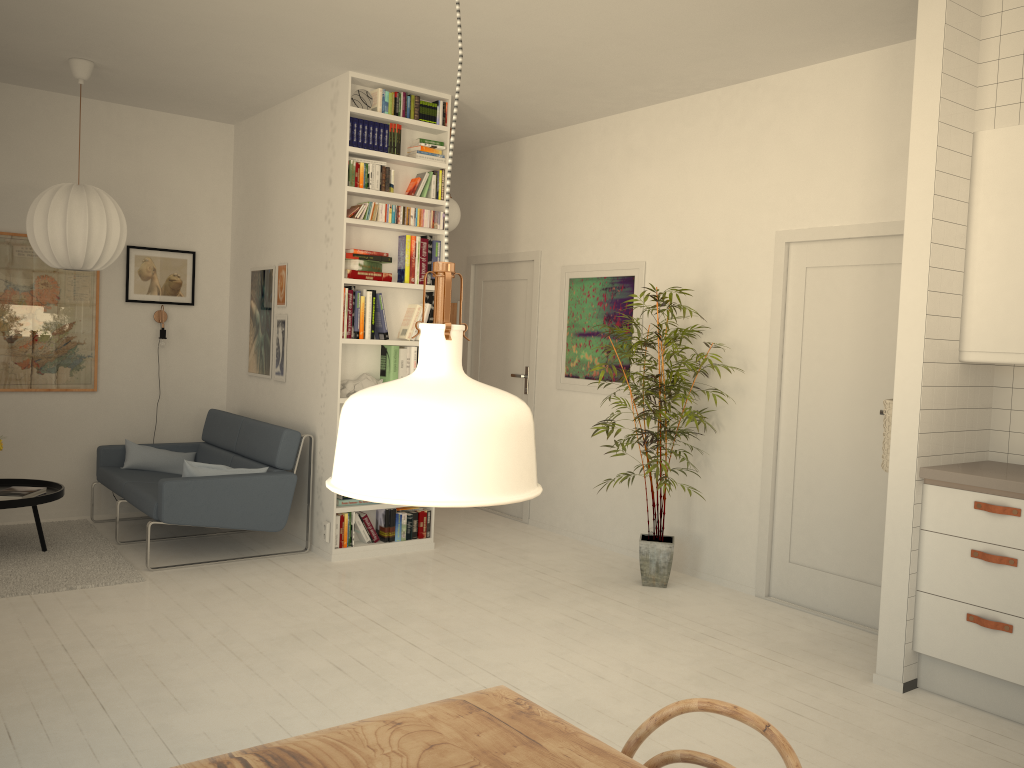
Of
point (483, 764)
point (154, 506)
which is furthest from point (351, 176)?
point (483, 764)

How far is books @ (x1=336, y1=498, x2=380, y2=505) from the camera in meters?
5.4 m

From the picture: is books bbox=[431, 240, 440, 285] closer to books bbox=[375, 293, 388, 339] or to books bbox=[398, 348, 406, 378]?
books bbox=[375, 293, 388, 339]

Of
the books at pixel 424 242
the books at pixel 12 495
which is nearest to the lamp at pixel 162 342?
the books at pixel 12 495

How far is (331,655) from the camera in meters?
3.8

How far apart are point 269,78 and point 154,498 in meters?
2.6

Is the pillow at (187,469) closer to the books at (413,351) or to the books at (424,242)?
the books at (413,351)

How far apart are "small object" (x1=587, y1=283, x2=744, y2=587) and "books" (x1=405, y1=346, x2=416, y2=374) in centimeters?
136cm

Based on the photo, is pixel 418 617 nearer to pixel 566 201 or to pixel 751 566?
pixel 751 566

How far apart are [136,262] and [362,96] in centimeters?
227cm
